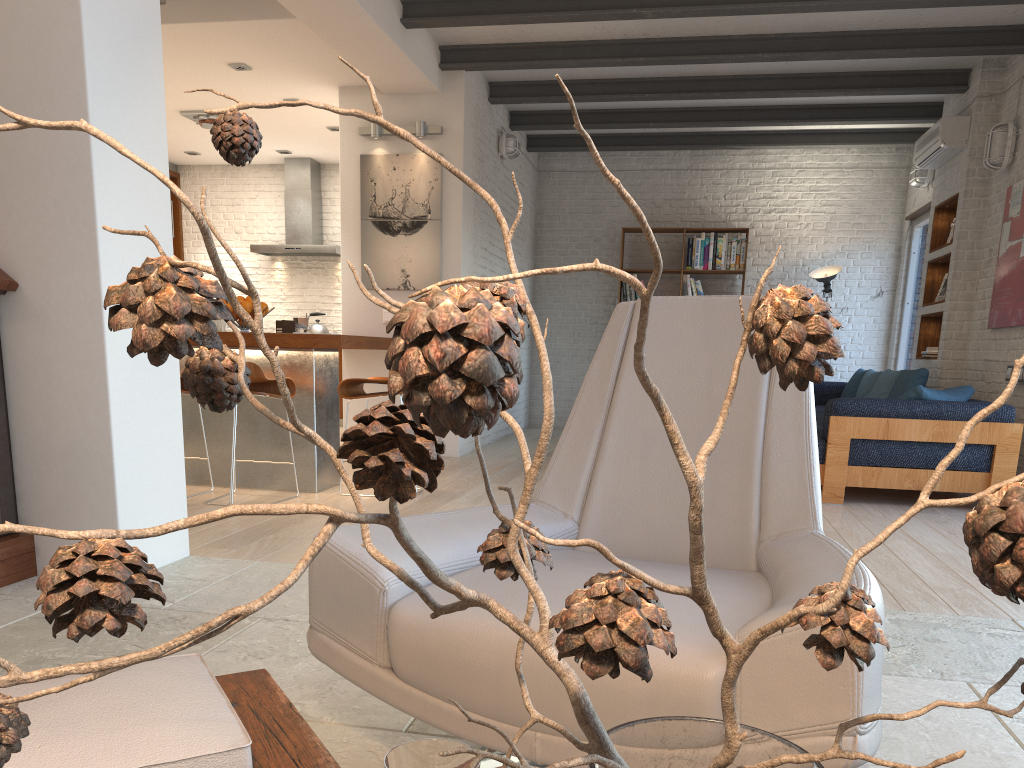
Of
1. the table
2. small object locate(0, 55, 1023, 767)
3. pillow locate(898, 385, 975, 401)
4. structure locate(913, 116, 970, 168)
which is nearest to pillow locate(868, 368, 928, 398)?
pillow locate(898, 385, 975, 401)

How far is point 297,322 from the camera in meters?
5.2

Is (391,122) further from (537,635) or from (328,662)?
(537,635)

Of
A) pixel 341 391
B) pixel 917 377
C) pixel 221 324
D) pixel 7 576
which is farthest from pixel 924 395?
pixel 221 324

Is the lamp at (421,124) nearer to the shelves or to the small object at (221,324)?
the shelves

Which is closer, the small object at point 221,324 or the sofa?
the sofa

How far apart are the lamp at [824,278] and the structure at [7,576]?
7.9 meters

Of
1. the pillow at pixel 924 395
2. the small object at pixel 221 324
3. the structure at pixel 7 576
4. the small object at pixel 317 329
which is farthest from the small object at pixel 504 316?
the small object at pixel 221 324

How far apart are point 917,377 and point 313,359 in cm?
425

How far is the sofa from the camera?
5.1m
